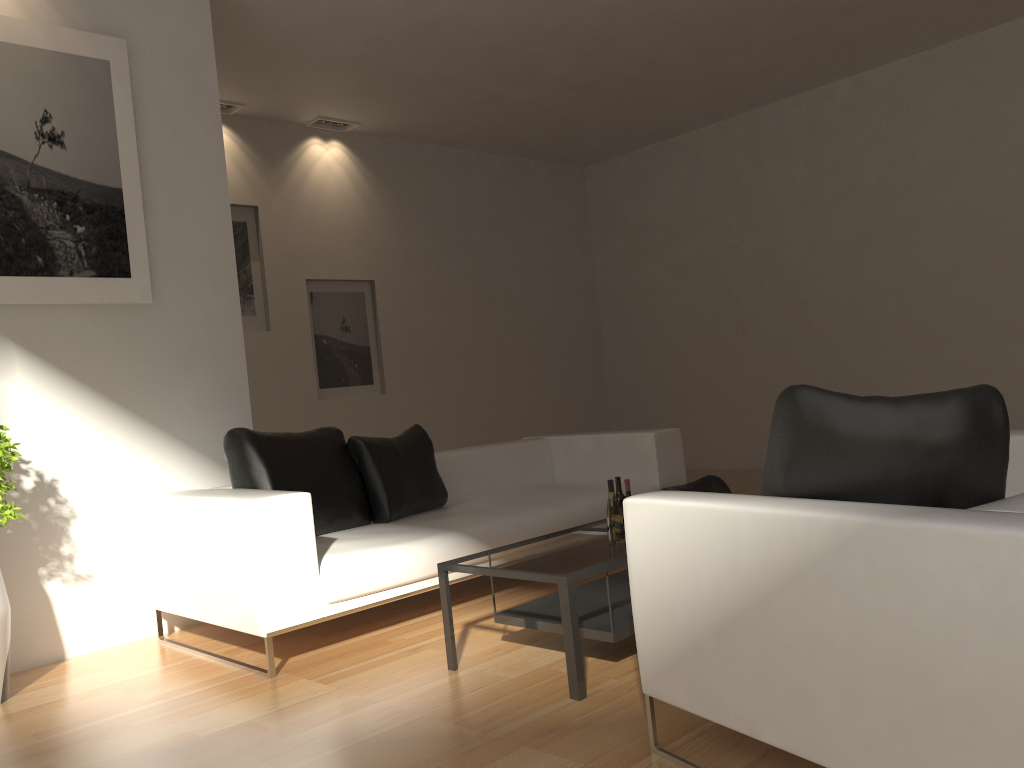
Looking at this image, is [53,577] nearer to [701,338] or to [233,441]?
[233,441]

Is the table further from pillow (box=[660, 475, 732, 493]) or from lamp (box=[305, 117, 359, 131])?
lamp (box=[305, 117, 359, 131])

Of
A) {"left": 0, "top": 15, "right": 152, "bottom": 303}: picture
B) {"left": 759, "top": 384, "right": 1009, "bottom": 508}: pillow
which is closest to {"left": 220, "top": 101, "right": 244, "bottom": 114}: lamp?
{"left": 0, "top": 15, "right": 152, "bottom": 303}: picture

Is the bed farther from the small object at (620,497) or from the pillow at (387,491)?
the small object at (620,497)

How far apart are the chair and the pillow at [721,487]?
2.5 meters

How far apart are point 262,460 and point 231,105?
4.44m

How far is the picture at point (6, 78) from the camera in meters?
4.4 m

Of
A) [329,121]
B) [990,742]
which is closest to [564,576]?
[990,742]

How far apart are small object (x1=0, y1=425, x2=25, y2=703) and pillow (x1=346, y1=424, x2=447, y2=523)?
1.6m

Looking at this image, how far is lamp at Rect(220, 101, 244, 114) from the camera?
7.6 meters
